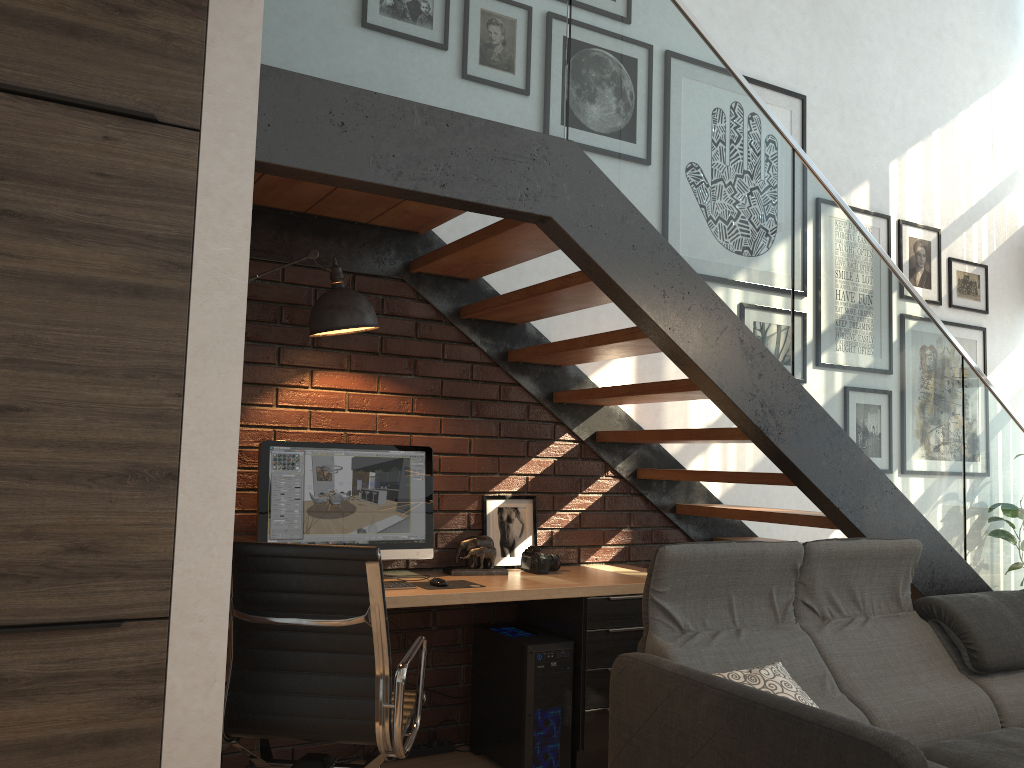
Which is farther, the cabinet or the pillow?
the pillow

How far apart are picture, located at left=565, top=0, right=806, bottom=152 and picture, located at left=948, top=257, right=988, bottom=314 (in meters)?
1.46

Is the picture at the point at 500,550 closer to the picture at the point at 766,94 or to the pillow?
the pillow

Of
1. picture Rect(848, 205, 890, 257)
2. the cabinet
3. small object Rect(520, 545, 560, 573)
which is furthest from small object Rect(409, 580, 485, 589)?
picture Rect(848, 205, 890, 257)

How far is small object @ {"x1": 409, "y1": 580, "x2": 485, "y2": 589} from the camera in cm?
338

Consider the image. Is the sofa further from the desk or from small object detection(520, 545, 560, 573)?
small object detection(520, 545, 560, 573)

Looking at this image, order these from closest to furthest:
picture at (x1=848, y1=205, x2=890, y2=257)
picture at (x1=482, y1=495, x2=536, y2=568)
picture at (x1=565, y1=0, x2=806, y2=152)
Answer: picture at (x1=482, y1=495, x2=536, y2=568), picture at (x1=565, y1=0, x2=806, y2=152), picture at (x1=848, y1=205, x2=890, y2=257)

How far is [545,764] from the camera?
3.40m

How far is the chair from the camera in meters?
2.4

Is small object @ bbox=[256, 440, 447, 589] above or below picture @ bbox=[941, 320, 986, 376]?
below
